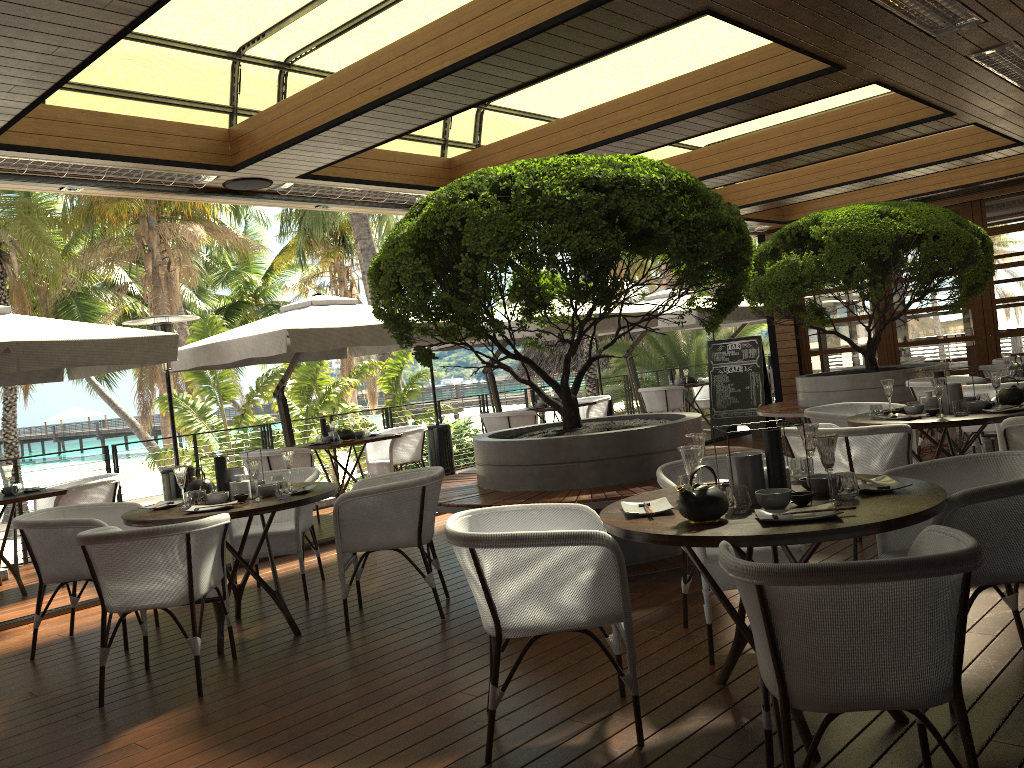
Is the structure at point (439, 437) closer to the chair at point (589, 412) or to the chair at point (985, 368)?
the chair at point (589, 412)

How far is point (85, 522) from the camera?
4.81m

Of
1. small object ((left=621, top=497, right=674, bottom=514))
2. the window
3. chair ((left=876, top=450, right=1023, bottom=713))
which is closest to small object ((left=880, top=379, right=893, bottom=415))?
chair ((left=876, top=450, right=1023, bottom=713))

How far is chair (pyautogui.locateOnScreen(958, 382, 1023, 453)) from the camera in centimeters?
686cm

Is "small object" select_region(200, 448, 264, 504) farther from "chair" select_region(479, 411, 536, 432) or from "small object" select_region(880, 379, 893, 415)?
"chair" select_region(479, 411, 536, 432)

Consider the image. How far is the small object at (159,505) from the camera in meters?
4.9 m

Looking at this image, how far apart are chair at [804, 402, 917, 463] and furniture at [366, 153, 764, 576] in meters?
0.7

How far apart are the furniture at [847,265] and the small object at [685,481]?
6.2m

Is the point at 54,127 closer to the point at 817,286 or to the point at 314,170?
the point at 314,170

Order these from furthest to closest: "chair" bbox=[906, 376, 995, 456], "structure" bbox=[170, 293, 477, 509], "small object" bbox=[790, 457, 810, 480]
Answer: "chair" bbox=[906, 376, 995, 456]
"structure" bbox=[170, 293, 477, 509]
"small object" bbox=[790, 457, 810, 480]
